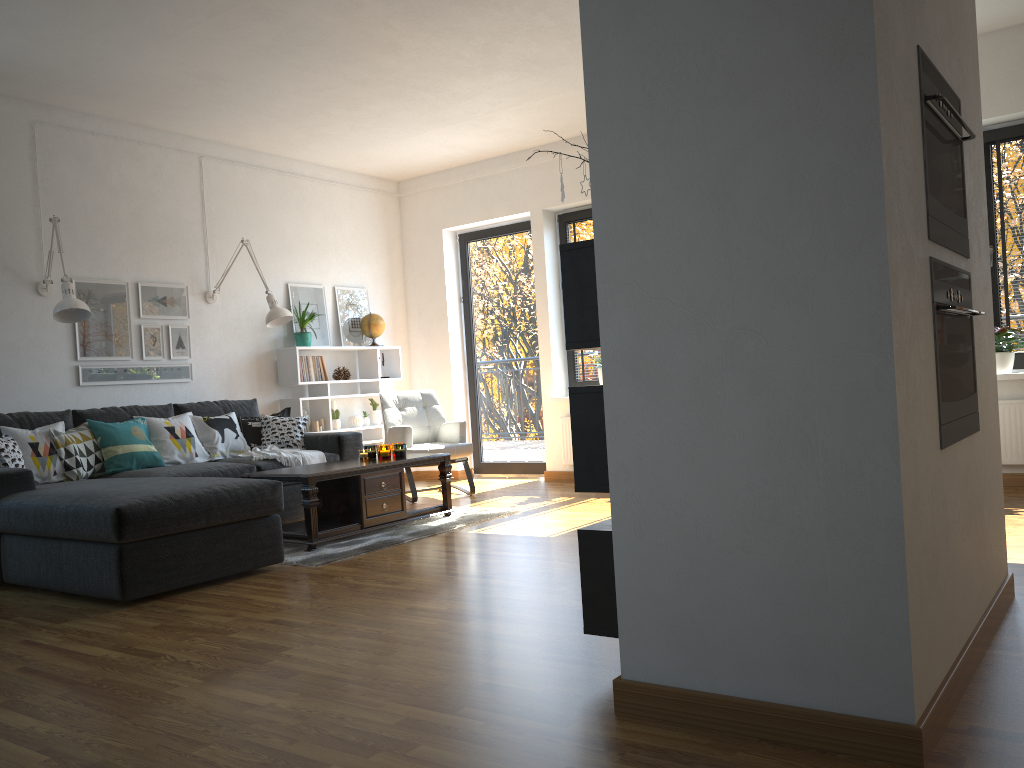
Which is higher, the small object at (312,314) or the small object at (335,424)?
the small object at (312,314)

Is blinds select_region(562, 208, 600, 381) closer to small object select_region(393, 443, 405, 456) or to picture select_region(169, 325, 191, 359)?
small object select_region(393, 443, 405, 456)

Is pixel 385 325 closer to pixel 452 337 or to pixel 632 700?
pixel 452 337

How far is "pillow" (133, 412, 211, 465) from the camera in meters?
5.6

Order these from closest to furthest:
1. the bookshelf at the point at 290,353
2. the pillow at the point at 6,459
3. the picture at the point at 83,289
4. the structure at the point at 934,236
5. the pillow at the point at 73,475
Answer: the structure at the point at 934,236, the pillow at the point at 6,459, the pillow at the point at 73,475, the picture at the point at 83,289, the bookshelf at the point at 290,353

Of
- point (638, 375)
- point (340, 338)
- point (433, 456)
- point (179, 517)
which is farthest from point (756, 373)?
point (340, 338)

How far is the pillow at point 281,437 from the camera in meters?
6.2

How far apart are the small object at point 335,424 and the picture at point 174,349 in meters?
1.3 m

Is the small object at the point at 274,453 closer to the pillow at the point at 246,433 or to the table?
the pillow at the point at 246,433

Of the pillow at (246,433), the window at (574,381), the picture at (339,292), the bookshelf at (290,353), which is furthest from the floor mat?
the picture at (339,292)
